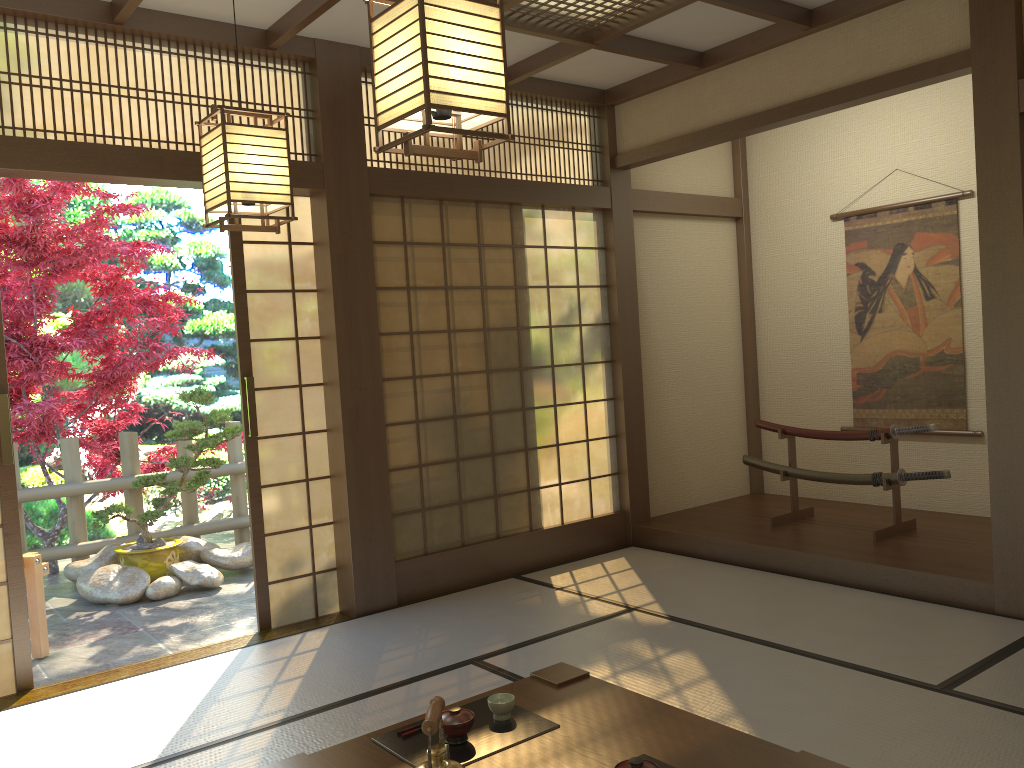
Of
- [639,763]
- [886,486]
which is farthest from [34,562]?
[886,486]

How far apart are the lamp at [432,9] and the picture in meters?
4.4

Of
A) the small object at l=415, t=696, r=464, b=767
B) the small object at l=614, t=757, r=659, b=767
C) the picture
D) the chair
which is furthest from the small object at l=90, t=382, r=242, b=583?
the small object at l=614, t=757, r=659, b=767

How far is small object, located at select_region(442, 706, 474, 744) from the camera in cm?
223

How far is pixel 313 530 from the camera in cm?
472

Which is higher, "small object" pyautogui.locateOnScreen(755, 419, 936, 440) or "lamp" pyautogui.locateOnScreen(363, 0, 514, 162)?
"lamp" pyautogui.locateOnScreen(363, 0, 514, 162)

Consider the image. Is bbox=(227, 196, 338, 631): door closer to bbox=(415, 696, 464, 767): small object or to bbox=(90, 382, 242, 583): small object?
bbox=(90, 382, 242, 583): small object

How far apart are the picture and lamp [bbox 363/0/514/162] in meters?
4.4

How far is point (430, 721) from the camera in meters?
1.7

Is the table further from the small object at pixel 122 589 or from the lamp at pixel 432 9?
the small object at pixel 122 589
